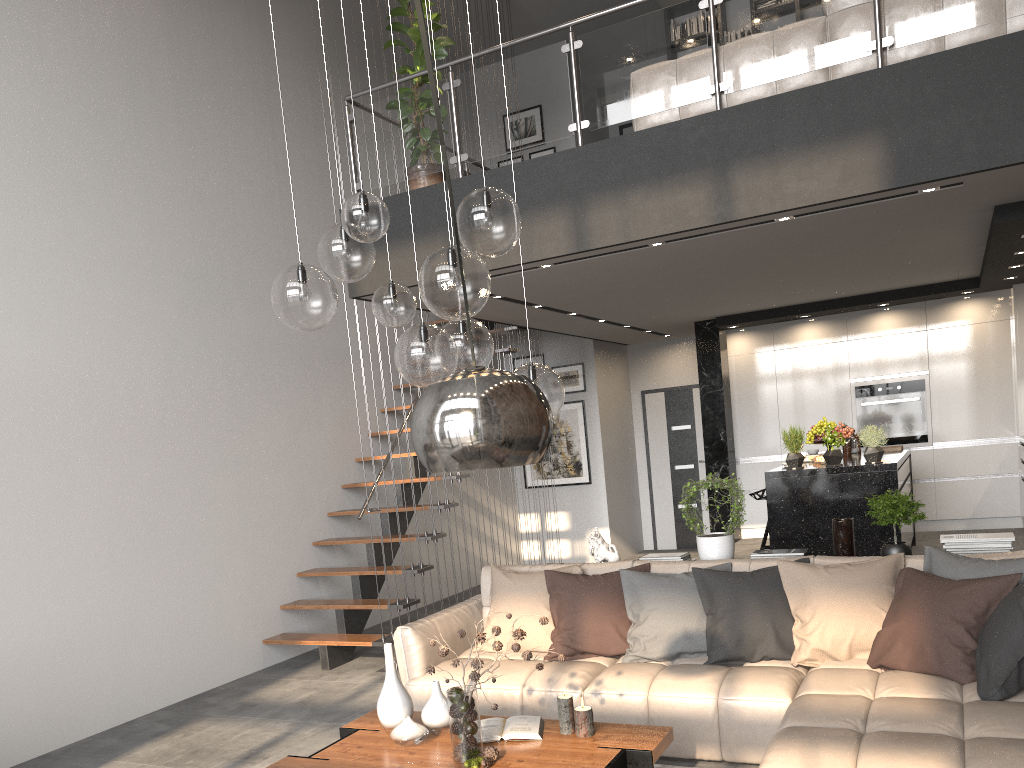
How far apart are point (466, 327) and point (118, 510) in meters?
3.3 m

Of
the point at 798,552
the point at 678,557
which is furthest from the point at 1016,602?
the point at 678,557

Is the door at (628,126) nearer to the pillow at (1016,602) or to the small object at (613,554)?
the small object at (613,554)

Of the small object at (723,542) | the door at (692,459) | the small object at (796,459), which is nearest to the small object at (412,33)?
the small object at (723,542)

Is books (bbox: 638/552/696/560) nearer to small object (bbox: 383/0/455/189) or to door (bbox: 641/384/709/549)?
small object (bbox: 383/0/455/189)

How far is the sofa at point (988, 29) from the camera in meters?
4.5

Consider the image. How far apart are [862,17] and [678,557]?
3.1m

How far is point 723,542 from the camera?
4.89m

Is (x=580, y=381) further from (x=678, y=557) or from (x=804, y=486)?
(x=678, y=557)

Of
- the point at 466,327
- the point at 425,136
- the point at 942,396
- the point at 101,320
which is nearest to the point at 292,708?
the point at 101,320
